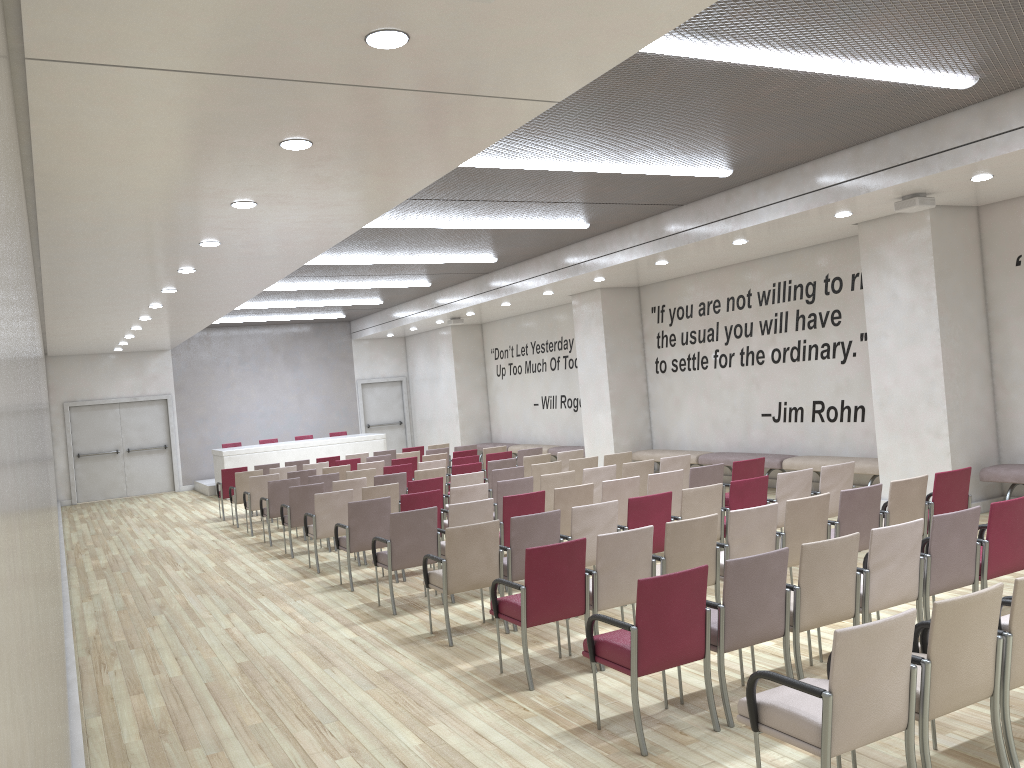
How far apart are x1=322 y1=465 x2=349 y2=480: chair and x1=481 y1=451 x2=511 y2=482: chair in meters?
2.3 m

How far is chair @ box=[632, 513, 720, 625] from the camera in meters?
6.0 m

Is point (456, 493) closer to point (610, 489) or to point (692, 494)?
point (610, 489)

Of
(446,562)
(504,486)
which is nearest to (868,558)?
(446,562)

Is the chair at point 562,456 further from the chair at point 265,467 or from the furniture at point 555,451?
the chair at point 265,467

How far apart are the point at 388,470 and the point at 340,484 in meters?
1.7 m

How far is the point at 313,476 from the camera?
12.3 meters

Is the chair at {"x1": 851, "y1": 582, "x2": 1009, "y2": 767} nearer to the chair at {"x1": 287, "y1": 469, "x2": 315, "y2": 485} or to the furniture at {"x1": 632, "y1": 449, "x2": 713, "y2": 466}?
the furniture at {"x1": 632, "y1": 449, "x2": 713, "y2": 466}

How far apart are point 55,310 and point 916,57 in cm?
1119

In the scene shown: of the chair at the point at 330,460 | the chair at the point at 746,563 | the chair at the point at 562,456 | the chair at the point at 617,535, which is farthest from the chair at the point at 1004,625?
the chair at the point at 330,460
